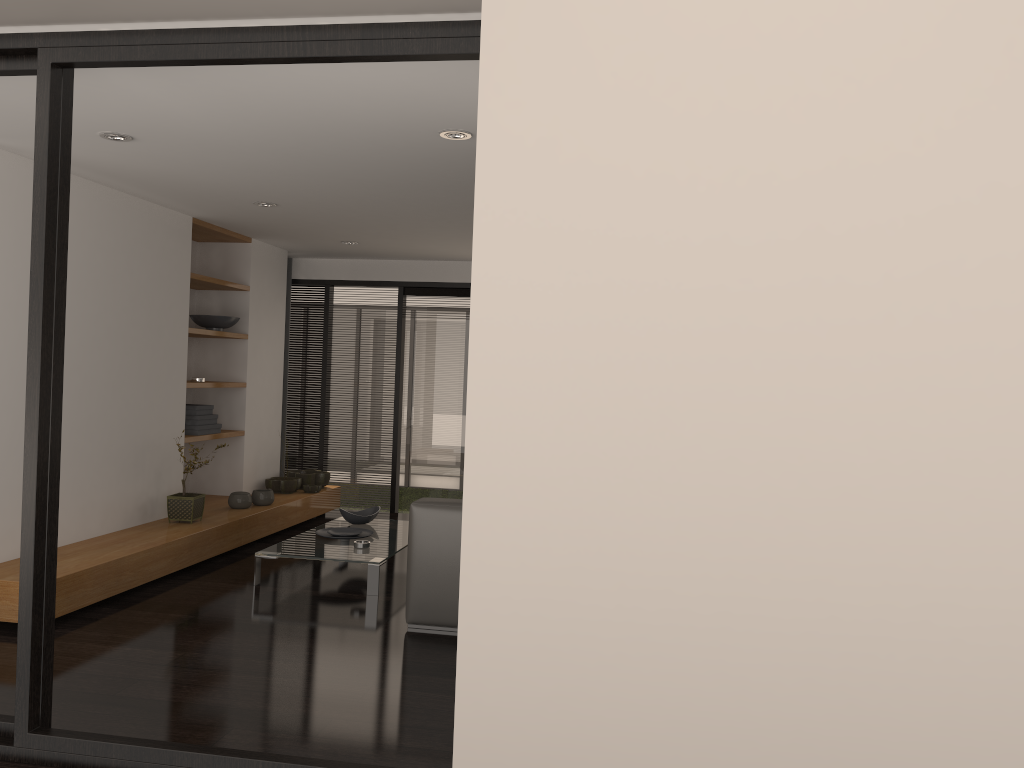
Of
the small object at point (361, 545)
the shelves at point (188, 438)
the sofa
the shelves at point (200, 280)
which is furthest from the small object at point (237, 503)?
the sofa

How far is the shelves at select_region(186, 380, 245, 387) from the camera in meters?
6.7 m

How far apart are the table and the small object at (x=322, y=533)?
0.0 meters

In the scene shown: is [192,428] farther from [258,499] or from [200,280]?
[200,280]

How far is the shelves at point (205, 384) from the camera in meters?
6.7

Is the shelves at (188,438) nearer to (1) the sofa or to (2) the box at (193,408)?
(2) the box at (193,408)

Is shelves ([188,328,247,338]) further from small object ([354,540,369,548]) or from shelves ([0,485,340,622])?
small object ([354,540,369,548])

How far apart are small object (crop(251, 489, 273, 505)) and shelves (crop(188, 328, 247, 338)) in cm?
126

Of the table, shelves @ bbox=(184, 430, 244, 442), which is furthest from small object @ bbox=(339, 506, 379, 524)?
shelves @ bbox=(184, 430, 244, 442)

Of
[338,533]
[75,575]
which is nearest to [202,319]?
[338,533]
